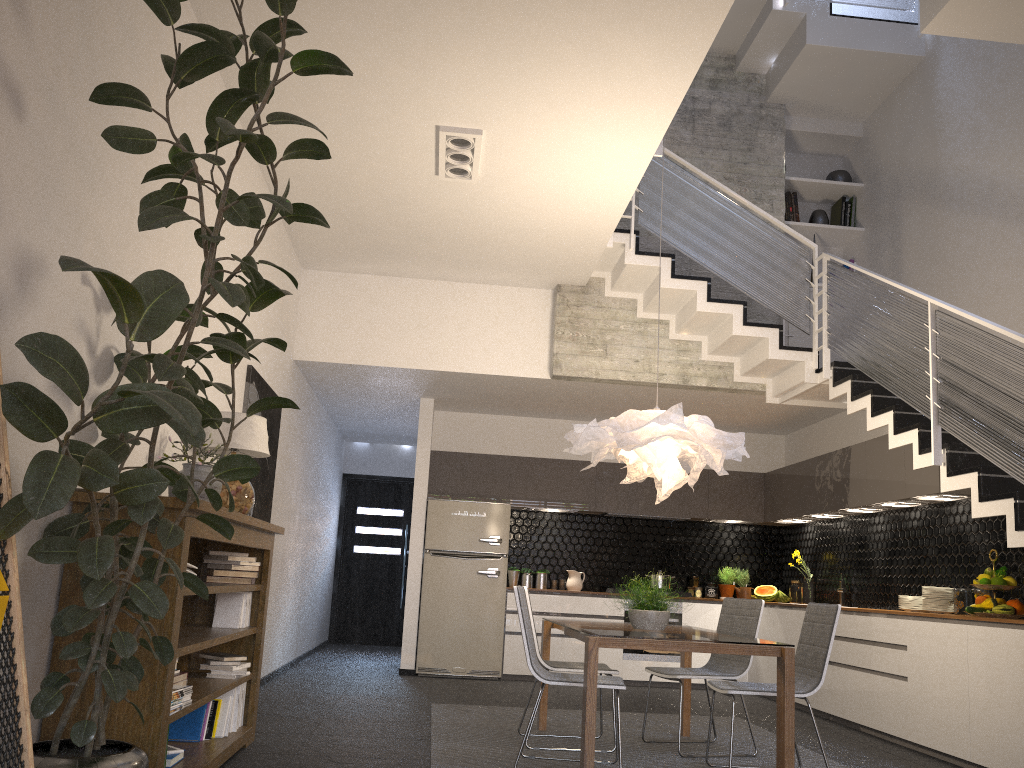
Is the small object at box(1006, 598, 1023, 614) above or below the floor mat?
above

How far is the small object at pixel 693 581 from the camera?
9.32m

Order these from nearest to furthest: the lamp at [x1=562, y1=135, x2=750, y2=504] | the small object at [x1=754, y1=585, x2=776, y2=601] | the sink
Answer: the lamp at [x1=562, y1=135, x2=750, y2=504] < the sink < the small object at [x1=754, y1=585, x2=776, y2=601]

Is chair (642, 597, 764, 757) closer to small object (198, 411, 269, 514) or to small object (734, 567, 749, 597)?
small object (198, 411, 269, 514)

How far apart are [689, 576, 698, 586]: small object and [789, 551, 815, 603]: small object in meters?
1.0 m

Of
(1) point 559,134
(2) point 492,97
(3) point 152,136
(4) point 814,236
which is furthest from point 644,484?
(3) point 152,136

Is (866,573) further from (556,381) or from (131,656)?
(131,656)

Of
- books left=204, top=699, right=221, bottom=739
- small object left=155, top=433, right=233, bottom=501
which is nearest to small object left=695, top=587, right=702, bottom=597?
books left=204, top=699, right=221, bottom=739

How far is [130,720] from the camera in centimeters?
306cm

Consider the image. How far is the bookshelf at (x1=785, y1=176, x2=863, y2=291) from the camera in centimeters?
843cm
